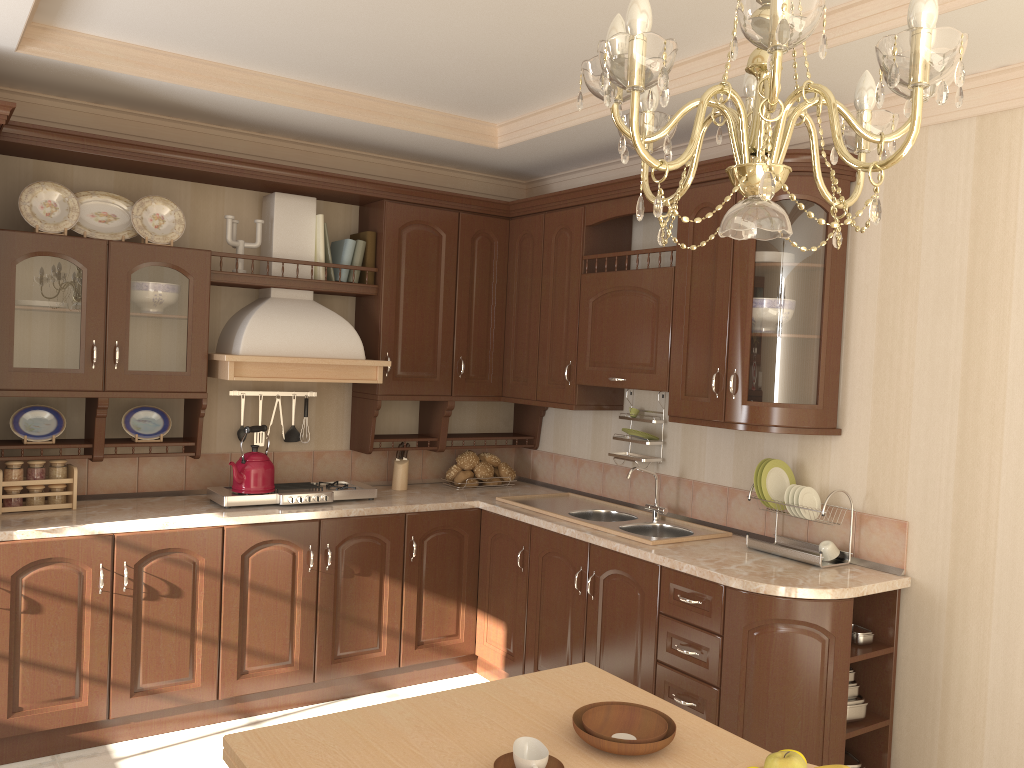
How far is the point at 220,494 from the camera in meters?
3.7 m

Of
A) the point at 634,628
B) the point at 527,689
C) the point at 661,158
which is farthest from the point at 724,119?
the point at 661,158

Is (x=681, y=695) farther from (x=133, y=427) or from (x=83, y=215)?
(x=83, y=215)

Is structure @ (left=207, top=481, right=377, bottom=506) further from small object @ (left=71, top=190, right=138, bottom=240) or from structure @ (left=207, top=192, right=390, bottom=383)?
small object @ (left=71, top=190, right=138, bottom=240)

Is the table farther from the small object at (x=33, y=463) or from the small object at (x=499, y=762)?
the small object at (x=33, y=463)

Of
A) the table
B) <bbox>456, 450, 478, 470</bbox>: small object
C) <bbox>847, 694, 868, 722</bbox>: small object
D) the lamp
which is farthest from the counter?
the lamp

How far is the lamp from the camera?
1.0m

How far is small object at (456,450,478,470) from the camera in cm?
458

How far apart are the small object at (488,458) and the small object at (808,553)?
1.7m

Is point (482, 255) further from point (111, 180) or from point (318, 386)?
point (111, 180)
